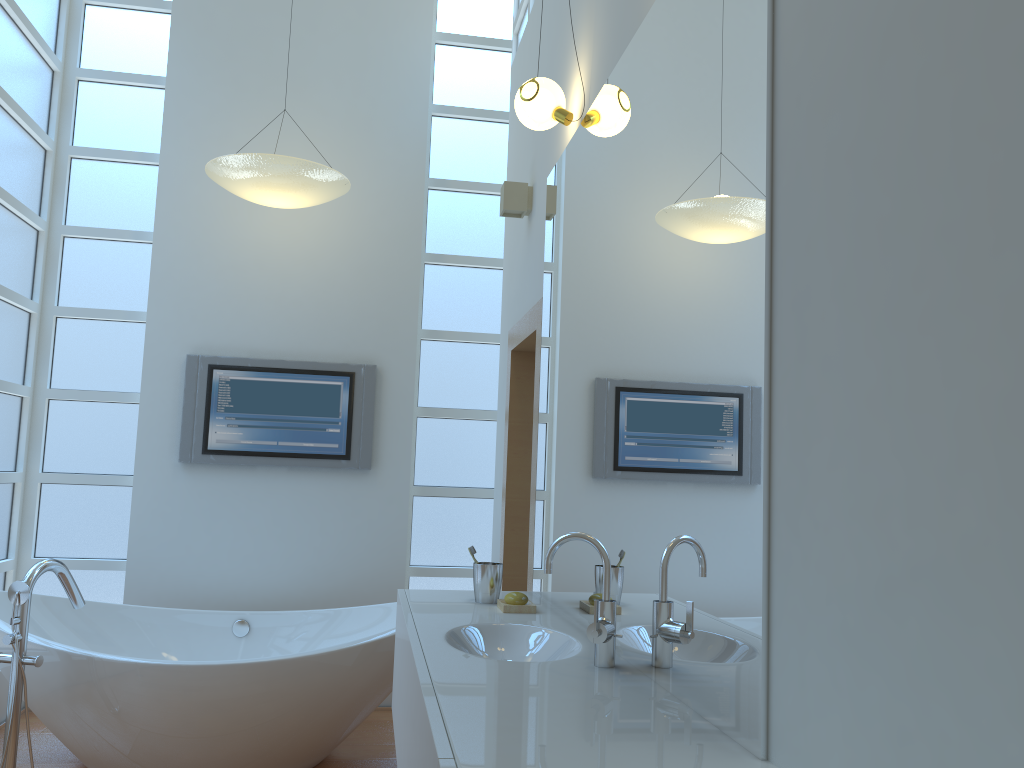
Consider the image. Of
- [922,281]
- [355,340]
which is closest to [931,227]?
[922,281]

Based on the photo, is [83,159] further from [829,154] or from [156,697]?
[829,154]

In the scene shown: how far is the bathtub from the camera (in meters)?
2.93

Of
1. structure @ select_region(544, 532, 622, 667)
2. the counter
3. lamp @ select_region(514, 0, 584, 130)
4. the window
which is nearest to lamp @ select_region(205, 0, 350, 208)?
the window

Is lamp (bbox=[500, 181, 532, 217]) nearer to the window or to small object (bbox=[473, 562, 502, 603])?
the window

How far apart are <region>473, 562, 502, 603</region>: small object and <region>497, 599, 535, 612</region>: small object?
0.1 meters

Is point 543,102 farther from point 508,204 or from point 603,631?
point 603,631

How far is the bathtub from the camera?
2.9m

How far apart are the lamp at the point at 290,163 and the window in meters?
0.7 m

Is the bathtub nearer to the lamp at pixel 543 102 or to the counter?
the counter
